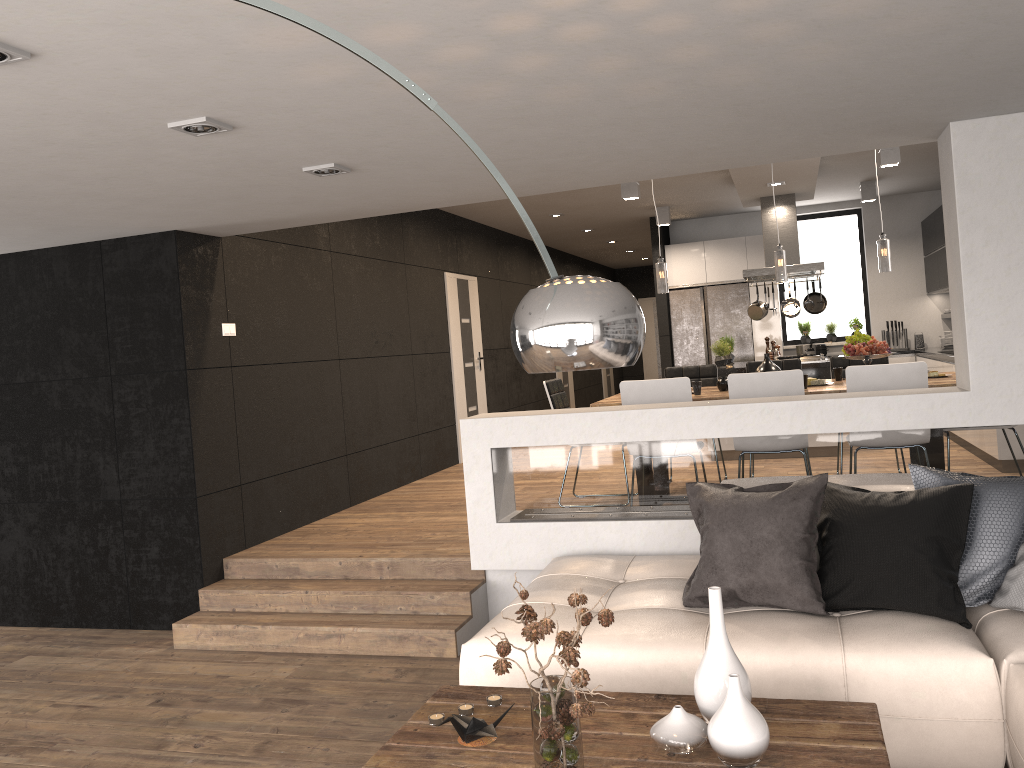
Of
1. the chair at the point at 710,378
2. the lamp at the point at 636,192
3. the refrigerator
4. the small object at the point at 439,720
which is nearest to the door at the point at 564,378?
the refrigerator

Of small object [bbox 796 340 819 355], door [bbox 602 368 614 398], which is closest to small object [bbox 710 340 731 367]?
small object [bbox 796 340 819 355]

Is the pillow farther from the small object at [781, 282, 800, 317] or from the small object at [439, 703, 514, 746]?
the small object at [781, 282, 800, 317]

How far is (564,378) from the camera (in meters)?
14.01

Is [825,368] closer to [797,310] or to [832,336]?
[797,310]

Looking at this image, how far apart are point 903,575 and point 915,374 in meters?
2.1

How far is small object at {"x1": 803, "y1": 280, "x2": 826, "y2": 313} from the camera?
9.4 meters

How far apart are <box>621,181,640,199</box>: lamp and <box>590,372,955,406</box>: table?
Result: 2.6 meters

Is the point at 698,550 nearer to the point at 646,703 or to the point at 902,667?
the point at 902,667

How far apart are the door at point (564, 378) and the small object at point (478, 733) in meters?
11.2
